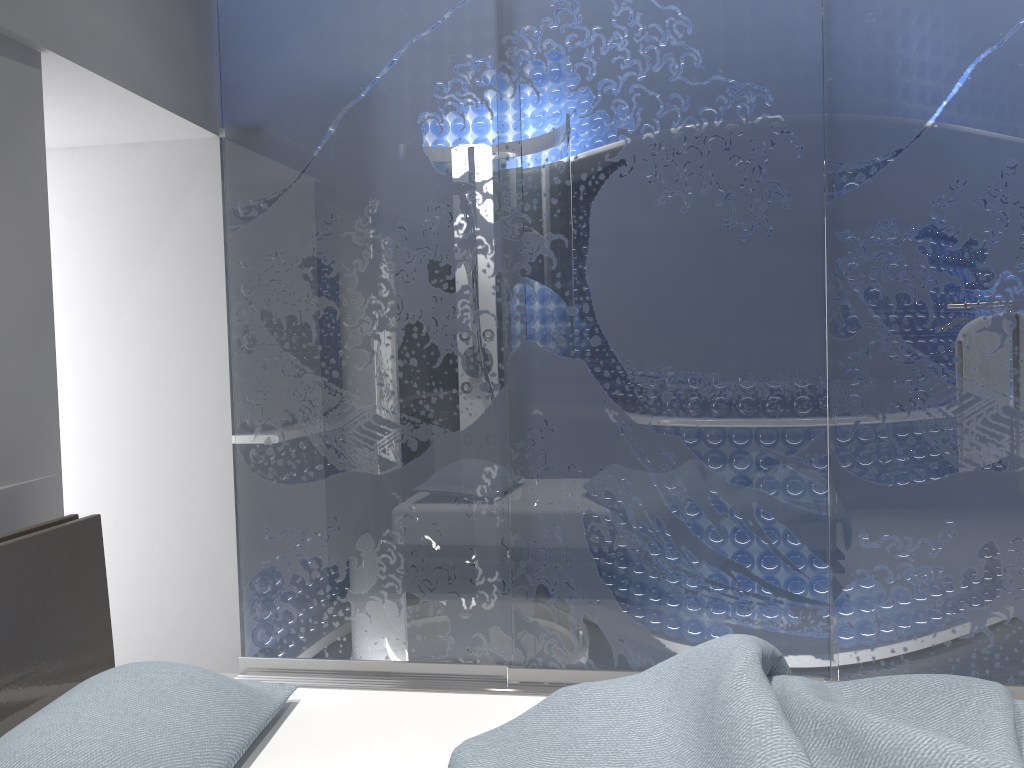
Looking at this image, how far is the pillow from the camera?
1.44m

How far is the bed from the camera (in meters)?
1.47

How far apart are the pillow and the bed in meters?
0.0

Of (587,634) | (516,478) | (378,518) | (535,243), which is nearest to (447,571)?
(378,518)

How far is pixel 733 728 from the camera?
1.5 meters

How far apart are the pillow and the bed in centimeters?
4cm

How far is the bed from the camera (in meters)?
1.47

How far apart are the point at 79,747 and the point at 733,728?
1.07m
